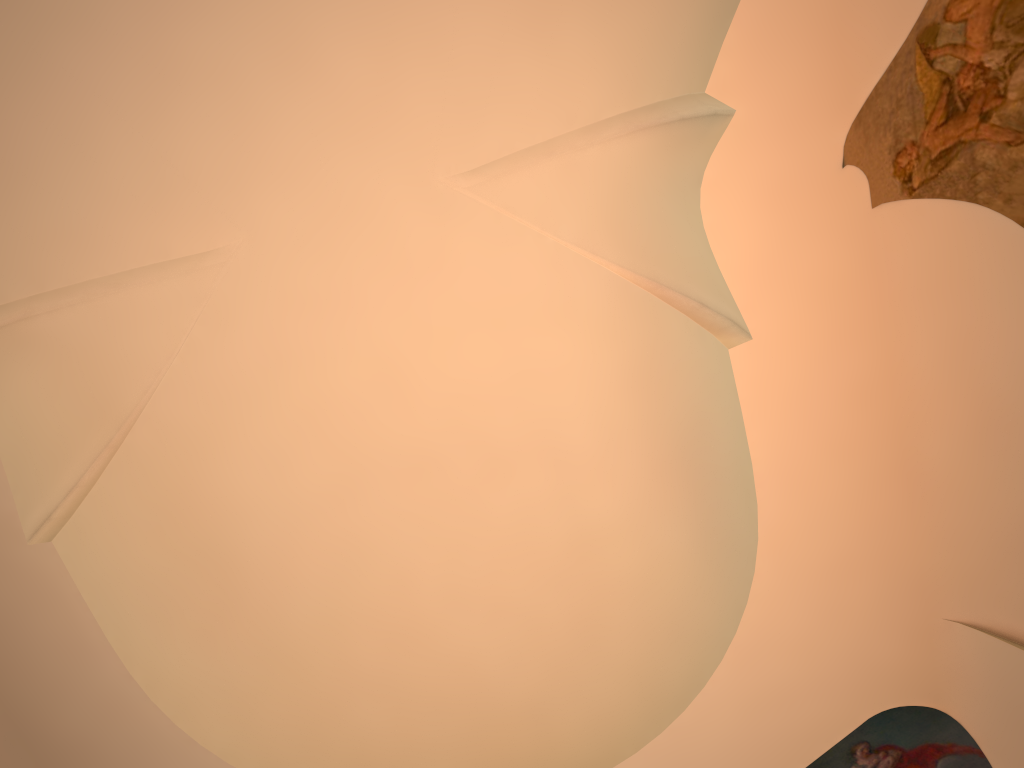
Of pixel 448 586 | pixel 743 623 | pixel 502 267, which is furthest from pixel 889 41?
pixel 448 586
